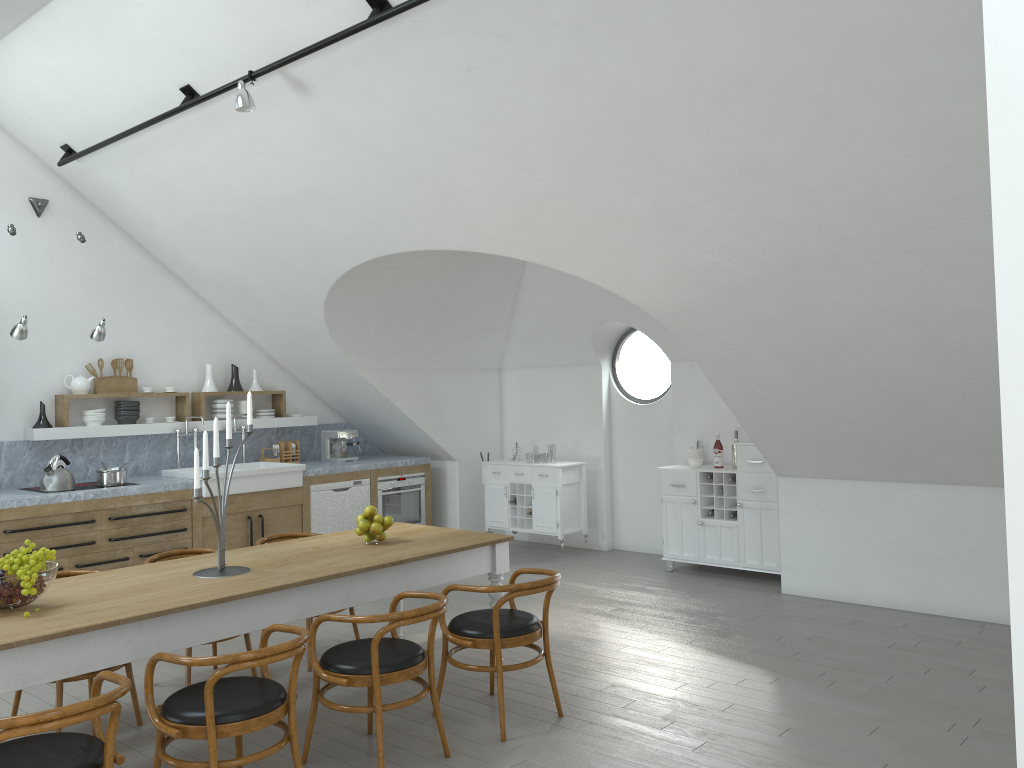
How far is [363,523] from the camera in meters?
4.9

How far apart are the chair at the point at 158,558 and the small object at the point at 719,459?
4.40m

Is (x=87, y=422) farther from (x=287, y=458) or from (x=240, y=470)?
(x=287, y=458)

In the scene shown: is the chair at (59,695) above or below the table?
below

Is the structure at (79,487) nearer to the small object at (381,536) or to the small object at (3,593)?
the small object at (381,536)

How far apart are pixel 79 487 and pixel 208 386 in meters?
1.7

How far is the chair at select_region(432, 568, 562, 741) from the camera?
4.2 meters

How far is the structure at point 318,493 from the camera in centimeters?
820cm

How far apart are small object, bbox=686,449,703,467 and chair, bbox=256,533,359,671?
3.7m

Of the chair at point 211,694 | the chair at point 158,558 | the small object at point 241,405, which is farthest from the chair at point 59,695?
the small object at point 241,405
